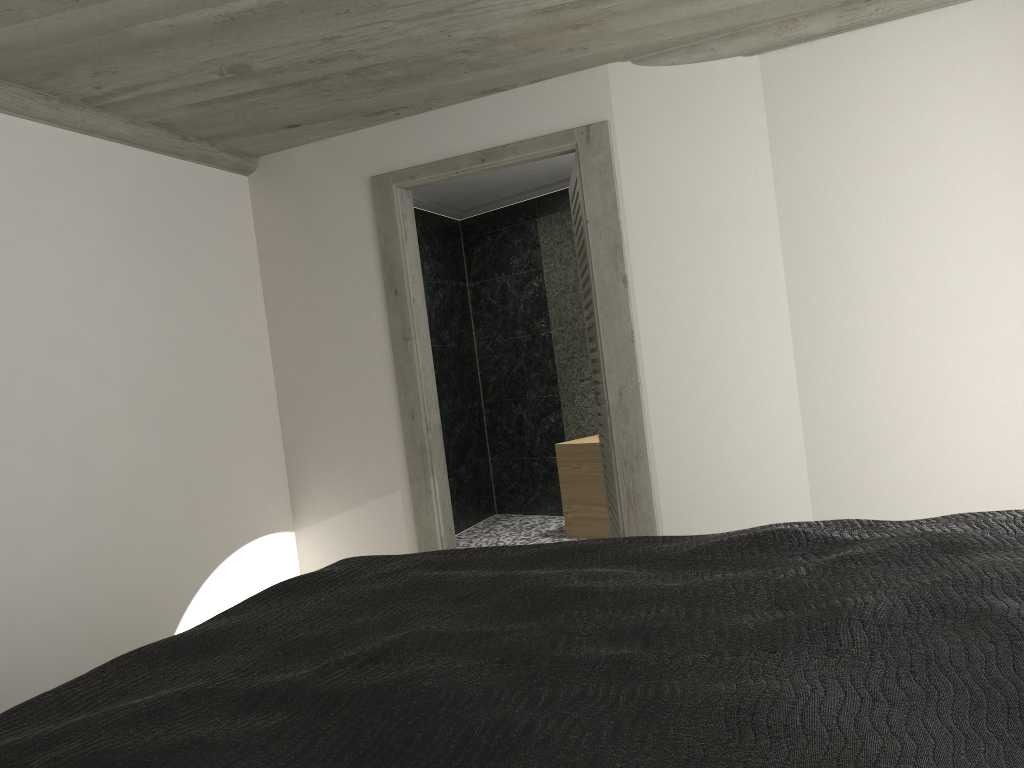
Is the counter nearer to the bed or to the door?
the door

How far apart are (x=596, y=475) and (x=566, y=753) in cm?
531

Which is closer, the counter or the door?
the door

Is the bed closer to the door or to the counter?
the door

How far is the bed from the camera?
1.2 meters

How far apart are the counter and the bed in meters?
3.7

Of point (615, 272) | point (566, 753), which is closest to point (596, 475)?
point (615, 272)

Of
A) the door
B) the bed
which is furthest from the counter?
the bed

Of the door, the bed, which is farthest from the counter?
the bed

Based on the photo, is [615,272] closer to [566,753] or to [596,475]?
[596,475]
